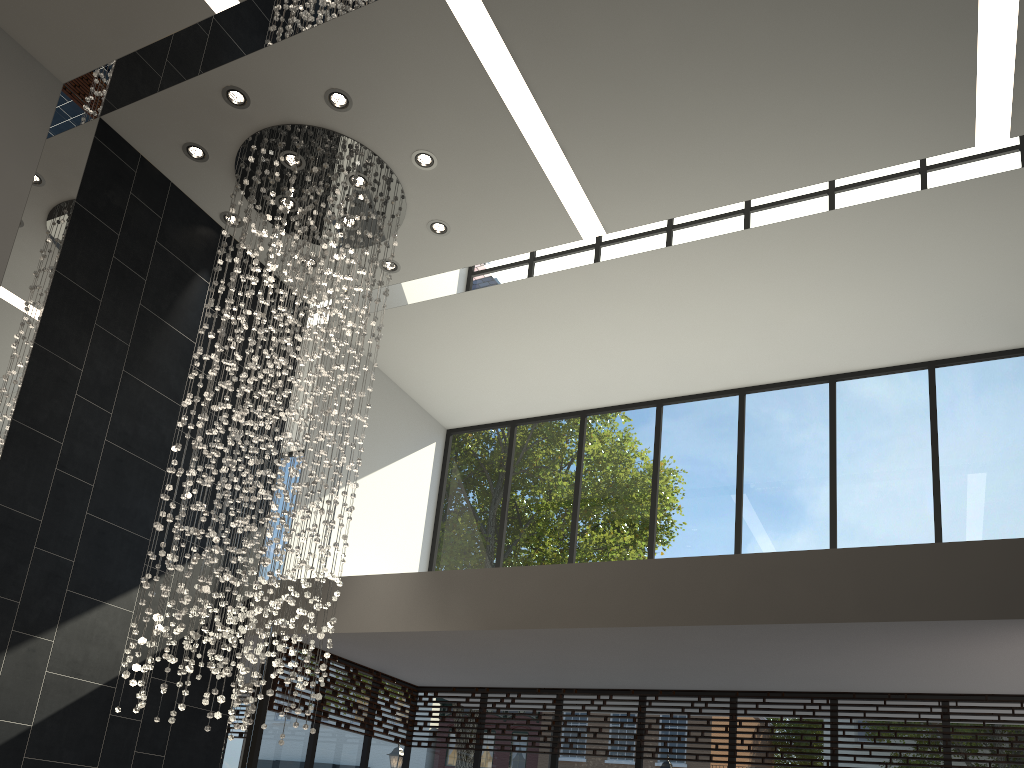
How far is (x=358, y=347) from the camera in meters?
9.1 m

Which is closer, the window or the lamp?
the lamp

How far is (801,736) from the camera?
7.08m

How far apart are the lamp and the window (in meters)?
1.23

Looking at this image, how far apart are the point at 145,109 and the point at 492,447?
5.2 meters

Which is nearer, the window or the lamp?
the lamp

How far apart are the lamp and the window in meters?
1.2 m

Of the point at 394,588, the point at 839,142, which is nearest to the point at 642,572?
the point at 394,588

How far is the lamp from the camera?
6.03m

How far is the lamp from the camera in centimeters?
603cm
